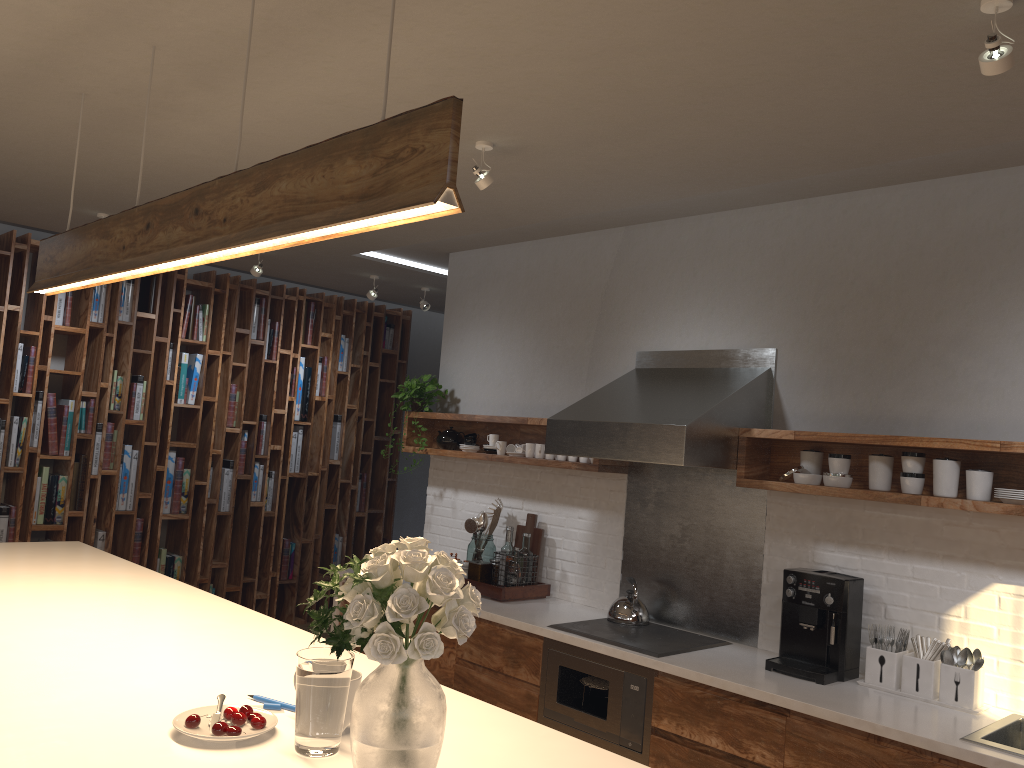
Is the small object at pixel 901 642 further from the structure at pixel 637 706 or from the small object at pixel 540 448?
the small object at pixel 540 448

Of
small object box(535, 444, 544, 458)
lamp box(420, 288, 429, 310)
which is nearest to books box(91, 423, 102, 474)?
lamp box(420, 288, 429, 310)

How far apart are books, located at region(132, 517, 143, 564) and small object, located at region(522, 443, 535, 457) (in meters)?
3.17

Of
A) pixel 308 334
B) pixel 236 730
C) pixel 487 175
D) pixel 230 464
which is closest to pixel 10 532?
pixel 230 464

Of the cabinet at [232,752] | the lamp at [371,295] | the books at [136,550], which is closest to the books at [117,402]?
the books at [136,550]

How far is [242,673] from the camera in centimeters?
222cm

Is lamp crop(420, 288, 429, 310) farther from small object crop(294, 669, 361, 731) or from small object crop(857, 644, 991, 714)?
small object crop(294, 669, 361, 731)

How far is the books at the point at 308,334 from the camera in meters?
7.2

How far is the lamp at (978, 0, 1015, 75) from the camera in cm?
207

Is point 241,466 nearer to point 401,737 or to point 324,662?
point 324,662
